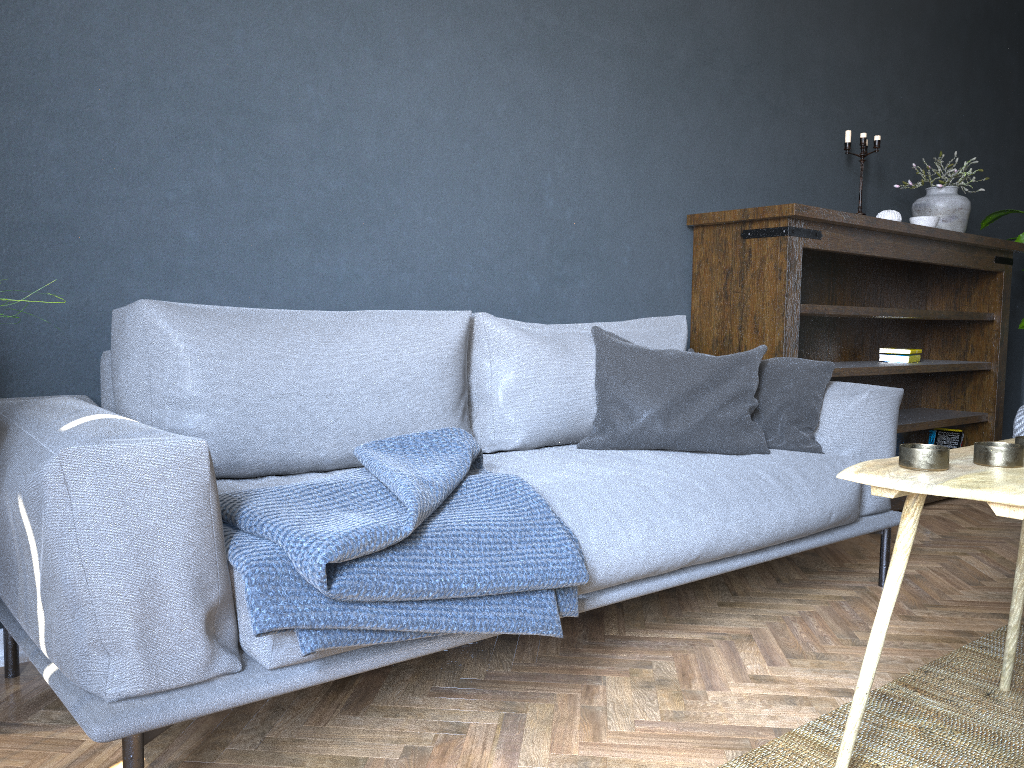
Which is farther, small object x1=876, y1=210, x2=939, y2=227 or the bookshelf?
small object x1=876, y1=210, x2=939, y2=227

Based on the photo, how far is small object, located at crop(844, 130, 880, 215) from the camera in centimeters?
378cm

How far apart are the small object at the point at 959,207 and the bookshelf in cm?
11

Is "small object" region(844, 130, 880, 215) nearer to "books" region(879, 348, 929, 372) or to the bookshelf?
the bookshelf

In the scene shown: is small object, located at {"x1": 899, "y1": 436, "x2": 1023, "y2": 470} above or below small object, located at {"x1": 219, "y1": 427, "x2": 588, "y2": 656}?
above

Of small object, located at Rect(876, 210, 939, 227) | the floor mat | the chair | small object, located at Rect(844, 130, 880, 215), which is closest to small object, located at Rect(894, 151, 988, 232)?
small object, located at Rect(876, 210, 939, 227)

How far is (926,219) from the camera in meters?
3.7

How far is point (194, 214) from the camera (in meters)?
2.14

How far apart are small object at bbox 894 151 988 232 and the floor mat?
2.3 meters

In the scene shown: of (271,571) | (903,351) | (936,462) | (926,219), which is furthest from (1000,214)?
(271,571)
